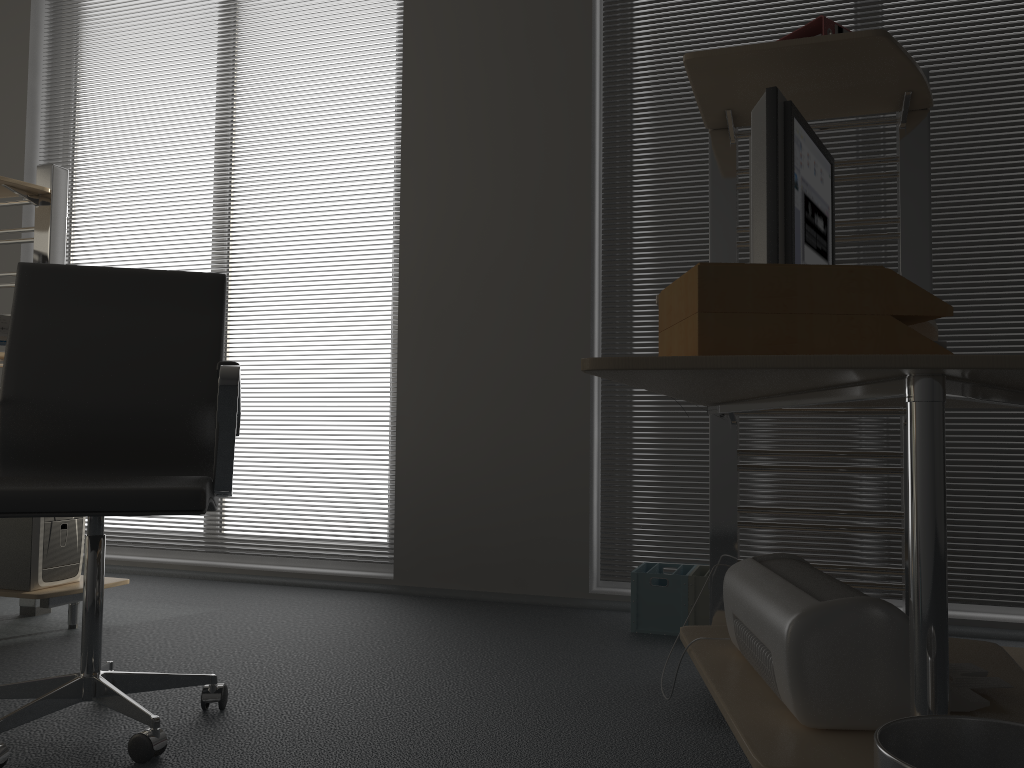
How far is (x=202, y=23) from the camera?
4.08m

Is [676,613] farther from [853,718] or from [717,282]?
[717,282]

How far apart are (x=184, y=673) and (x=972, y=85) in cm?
310

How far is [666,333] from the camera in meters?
1.2

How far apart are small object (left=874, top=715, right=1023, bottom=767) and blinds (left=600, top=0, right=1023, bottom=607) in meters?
2.3 m

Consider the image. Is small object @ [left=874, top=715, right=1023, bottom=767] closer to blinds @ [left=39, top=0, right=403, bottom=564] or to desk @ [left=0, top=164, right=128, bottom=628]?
desk @ [left=0, top=164, right=128, bottom=628]

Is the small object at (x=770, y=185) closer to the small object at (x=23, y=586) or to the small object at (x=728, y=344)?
the small object at (x=728, y=344)

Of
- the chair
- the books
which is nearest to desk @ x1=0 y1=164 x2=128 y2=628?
the chair

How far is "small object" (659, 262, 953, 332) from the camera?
1.05m

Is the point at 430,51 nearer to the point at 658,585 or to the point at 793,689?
the point at 658,585
